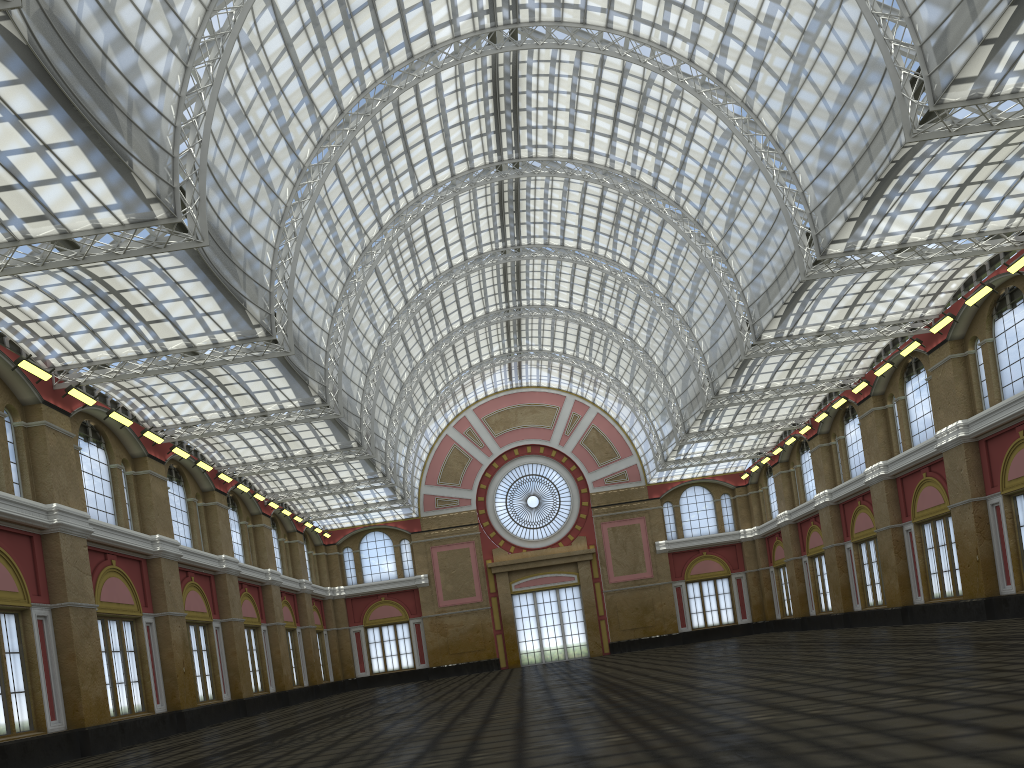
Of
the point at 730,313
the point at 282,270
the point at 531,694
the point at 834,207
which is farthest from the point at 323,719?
the point at 834,207

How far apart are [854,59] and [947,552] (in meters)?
25.16

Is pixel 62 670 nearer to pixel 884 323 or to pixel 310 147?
pixel 310 147
